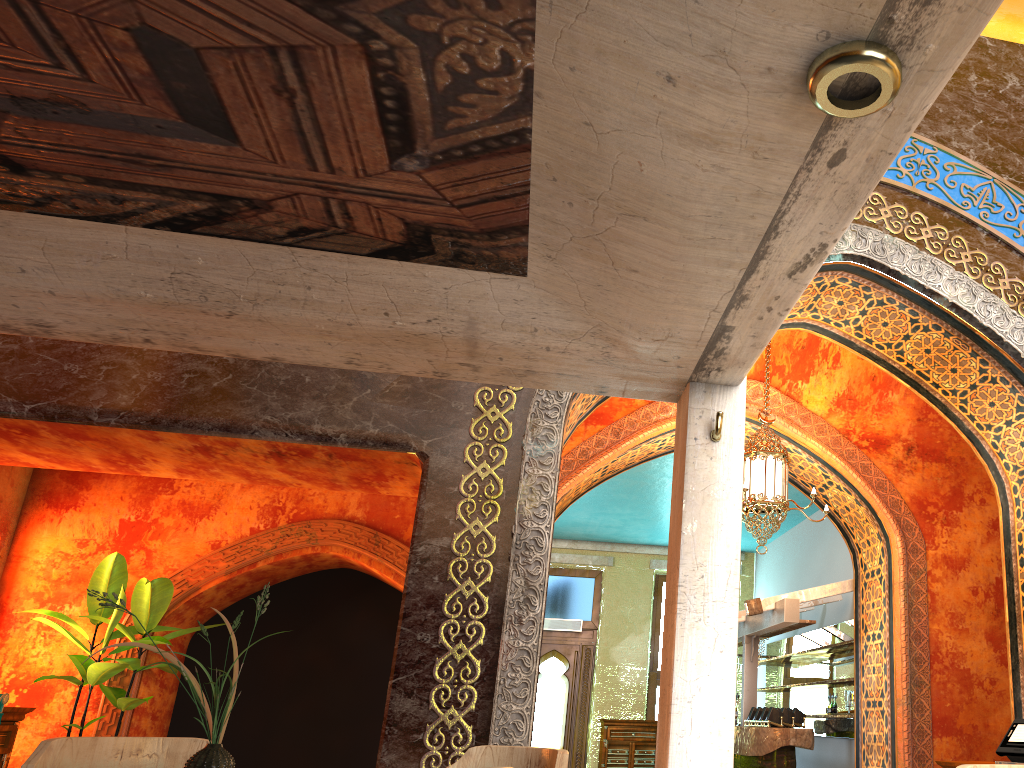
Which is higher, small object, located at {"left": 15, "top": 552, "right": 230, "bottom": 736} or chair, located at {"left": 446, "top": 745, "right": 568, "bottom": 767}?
small object, located at {"left": 15, "top": 552, "right": 230, "bottom": 736}

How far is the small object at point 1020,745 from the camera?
5.4 meters

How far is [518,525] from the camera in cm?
494

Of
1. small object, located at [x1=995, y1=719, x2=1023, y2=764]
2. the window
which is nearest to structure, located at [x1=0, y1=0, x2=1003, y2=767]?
small object, located at [x1=995, y1=719, x2=1023, y2=764]

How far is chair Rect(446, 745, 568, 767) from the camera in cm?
307

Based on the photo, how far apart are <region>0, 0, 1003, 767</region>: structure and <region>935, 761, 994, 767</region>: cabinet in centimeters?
410cm

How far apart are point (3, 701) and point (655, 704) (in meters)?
11.54

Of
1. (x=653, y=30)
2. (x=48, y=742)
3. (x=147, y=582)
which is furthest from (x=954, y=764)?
(x=147, y=582)

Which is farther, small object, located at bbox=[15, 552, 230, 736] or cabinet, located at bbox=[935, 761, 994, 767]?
small object, located at bbox=[15, 552, 230, 736]

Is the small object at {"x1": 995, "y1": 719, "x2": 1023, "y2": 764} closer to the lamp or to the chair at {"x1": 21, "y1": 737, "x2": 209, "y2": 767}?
the lamp
